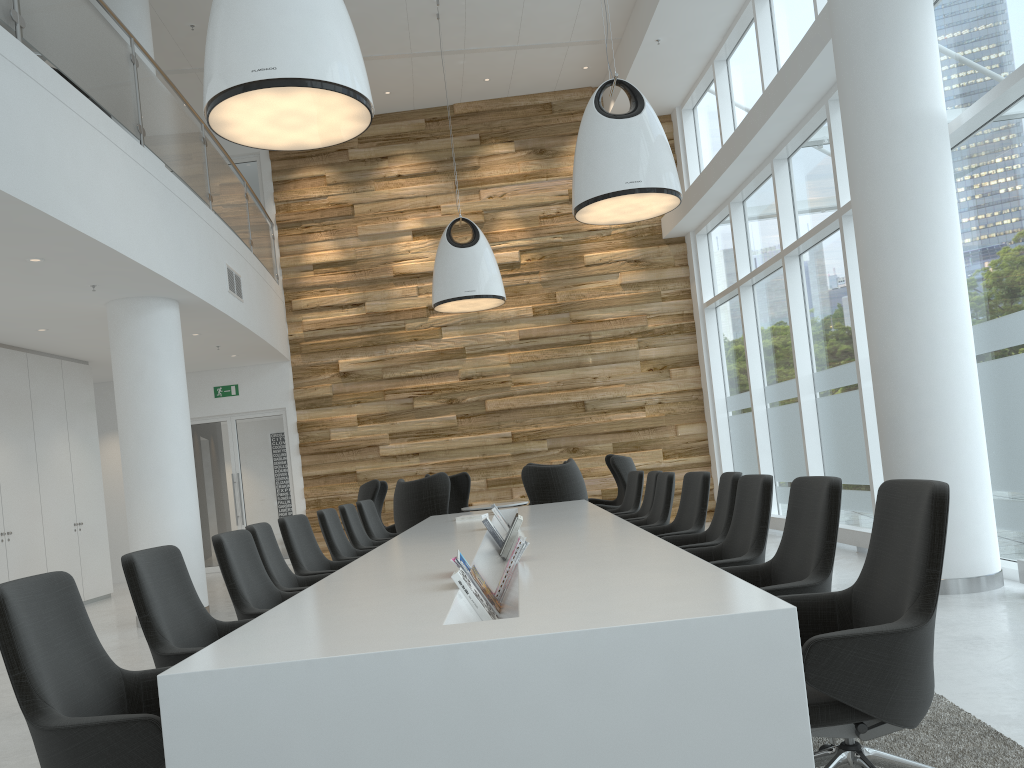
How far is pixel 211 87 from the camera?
4.4 meters

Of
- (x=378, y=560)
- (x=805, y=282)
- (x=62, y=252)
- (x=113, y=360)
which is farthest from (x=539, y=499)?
(x=62, y=252)

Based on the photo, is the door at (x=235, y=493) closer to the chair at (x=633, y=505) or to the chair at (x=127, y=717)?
the chair at (x=633, y=505)

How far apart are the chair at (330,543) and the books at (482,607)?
3.3m

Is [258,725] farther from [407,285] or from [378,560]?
[407,285]

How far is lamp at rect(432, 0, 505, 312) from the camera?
10.1m

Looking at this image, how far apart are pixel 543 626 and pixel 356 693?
0.5 meters

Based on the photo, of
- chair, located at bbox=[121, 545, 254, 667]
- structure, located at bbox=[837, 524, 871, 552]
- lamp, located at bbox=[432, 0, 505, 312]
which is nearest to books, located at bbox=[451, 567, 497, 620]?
chair, located at bbox=[121, 545, 254, 667]

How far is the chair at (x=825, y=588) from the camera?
3.1 meters

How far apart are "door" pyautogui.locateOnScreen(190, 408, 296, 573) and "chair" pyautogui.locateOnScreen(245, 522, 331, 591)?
8.7 meters
